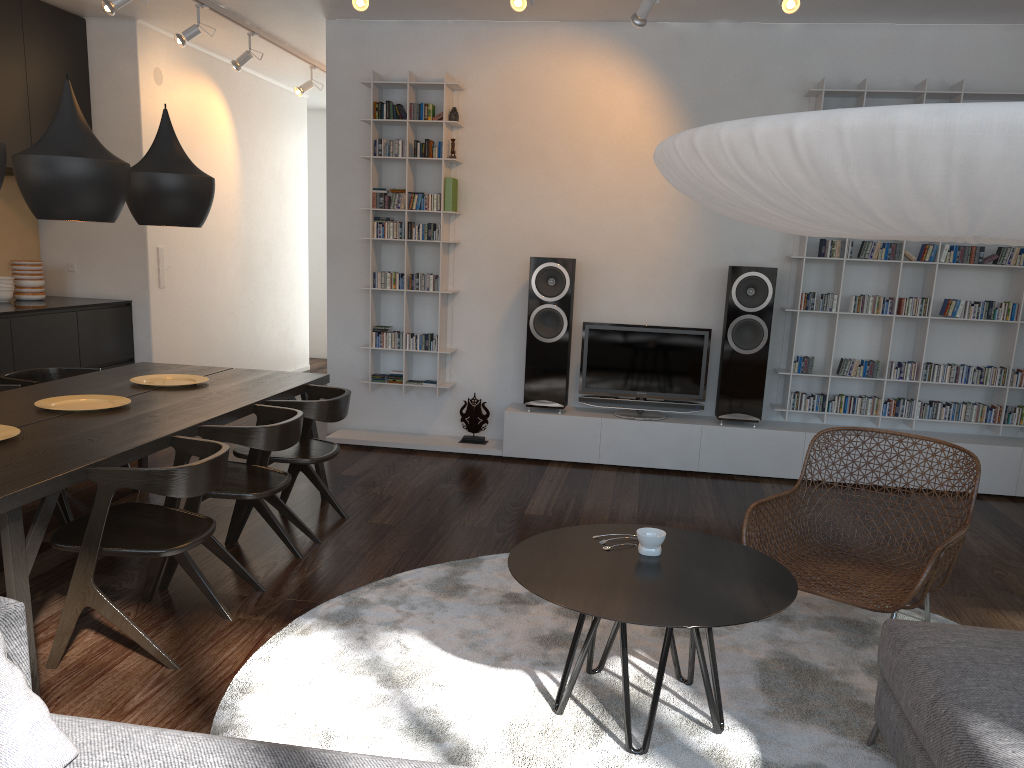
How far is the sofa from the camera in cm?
163

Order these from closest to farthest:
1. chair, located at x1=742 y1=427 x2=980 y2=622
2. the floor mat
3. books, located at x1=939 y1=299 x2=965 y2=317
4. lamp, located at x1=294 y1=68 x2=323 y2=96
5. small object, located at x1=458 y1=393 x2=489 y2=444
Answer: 1. the floor mat
2. chair, located at x1=742 y1=427 x2=980 y2=622
3. books, located at x1=939 y1=299 x2=965 y2=317
4. small object, located at x1=458 y1=393 x2=489 y2=444
5. lamp, located at x1=294 y1=68 x2=323 y2=96

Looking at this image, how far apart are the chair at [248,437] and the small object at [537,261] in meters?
2.3

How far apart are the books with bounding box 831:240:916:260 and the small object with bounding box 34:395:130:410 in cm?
415

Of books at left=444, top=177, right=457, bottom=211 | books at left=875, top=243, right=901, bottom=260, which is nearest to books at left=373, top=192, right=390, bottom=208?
books at left=444, top=177, right=457, bottom=211

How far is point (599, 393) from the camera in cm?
588

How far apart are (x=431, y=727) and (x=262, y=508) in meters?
1.7

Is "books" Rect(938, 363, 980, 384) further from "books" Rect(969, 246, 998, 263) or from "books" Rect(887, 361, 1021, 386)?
"books" Rect(969, 246, 998, 263)

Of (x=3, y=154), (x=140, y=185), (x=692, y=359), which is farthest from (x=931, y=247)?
(x=3, y=154)

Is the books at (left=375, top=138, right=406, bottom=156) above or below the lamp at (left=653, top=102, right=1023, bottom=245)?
above
